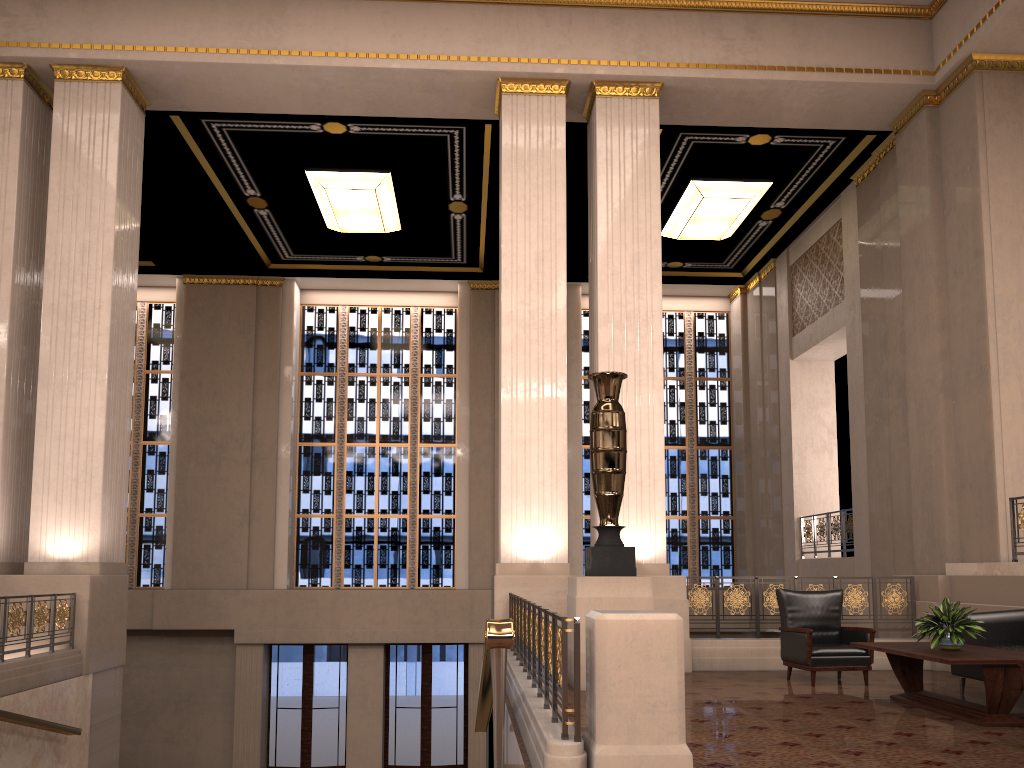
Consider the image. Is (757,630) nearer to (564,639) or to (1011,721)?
(1011,721)

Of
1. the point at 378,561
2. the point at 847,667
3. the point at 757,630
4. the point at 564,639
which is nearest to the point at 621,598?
the point at 847,667

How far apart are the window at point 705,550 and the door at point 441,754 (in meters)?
2.89

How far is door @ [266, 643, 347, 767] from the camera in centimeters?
1494cm

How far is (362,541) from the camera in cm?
1613

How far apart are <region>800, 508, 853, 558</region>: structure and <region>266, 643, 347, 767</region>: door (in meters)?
8.05

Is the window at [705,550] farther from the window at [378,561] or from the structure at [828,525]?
the structure at [828,525]

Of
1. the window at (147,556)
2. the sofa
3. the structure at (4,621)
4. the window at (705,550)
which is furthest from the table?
the window at (147,556)

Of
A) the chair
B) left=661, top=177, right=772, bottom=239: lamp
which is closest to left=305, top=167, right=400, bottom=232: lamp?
left=661, top=177, right=772, bottom=239: lamp

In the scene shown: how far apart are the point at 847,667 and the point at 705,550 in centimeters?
895cm
